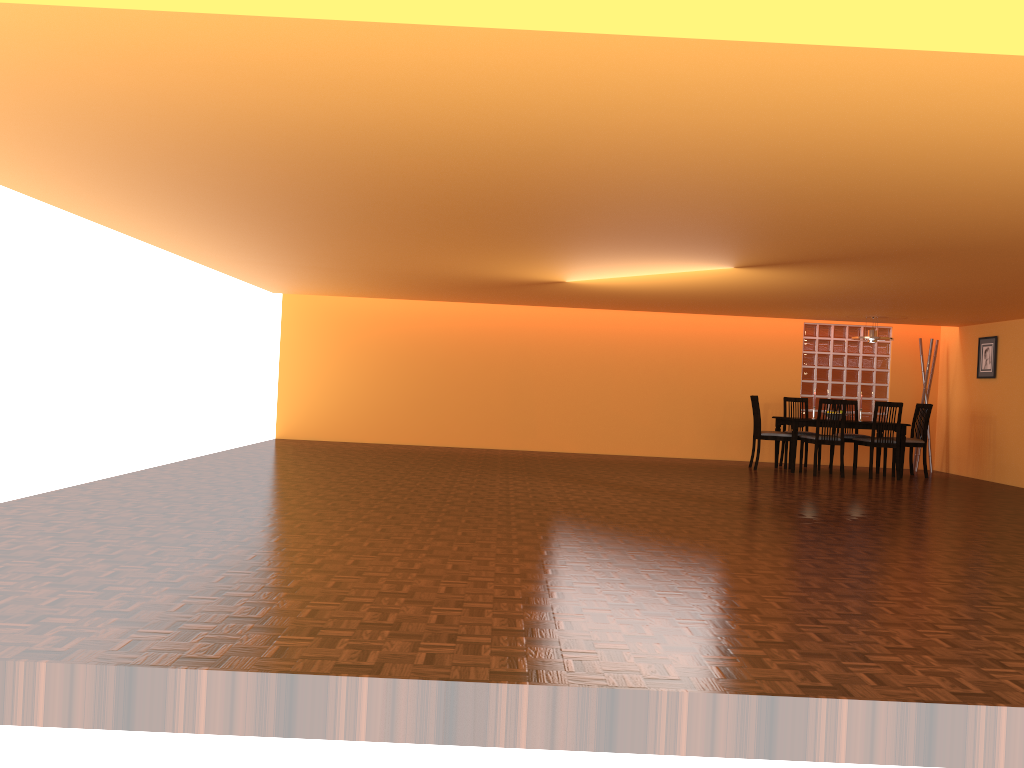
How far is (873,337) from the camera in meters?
9.5

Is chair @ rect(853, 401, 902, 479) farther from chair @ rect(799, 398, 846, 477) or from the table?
chair @ rect(799, 398, 846, 477)

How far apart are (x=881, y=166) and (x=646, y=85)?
1.32m

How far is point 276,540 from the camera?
4.2m

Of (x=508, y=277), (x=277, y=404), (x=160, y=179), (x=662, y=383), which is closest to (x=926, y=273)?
(x=508, y=277)

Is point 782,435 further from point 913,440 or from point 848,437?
point 913,440

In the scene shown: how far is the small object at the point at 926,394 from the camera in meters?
10.5

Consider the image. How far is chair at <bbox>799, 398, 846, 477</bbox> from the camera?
9.1 meters

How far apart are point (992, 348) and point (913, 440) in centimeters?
132cm

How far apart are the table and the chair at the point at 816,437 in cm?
14
